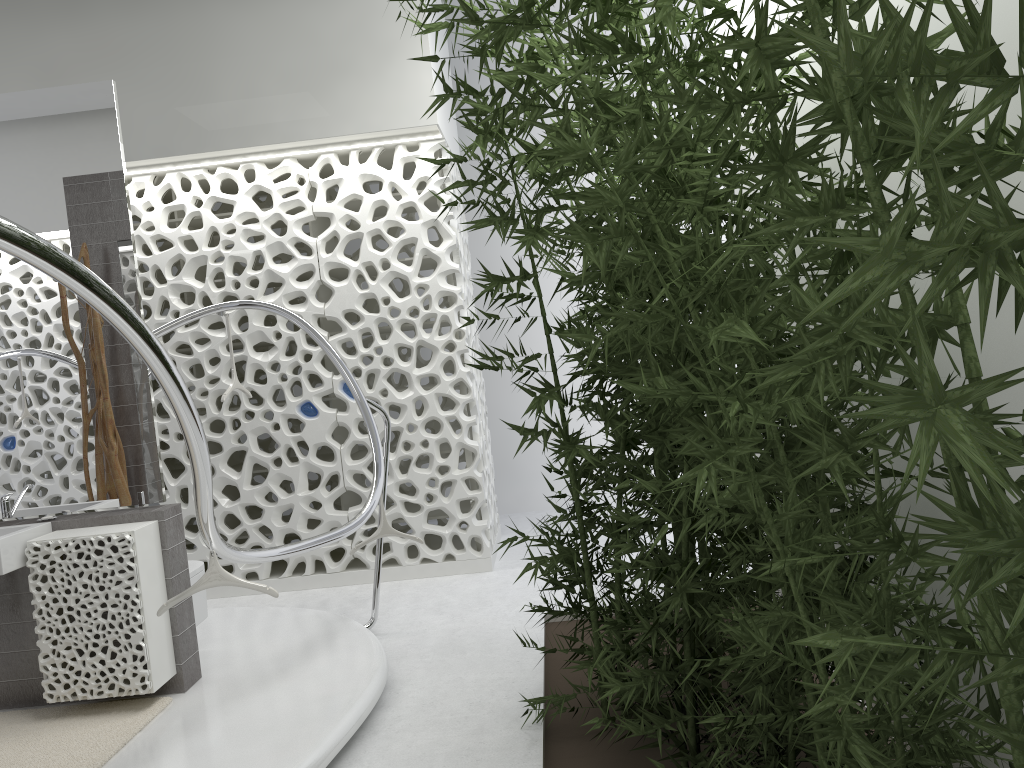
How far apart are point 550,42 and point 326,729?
2.7m

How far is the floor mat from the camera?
3.44m

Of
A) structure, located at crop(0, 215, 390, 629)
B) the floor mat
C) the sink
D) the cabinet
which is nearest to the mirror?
the cabinet

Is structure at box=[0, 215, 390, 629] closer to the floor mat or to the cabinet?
the cabinet

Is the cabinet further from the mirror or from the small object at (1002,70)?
the small object at (1002,70)

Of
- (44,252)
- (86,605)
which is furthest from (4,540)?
(44,252)

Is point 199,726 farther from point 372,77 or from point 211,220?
point 372,77

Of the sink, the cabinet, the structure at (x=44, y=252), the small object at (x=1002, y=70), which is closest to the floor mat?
the cabinet

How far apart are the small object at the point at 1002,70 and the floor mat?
1.8m

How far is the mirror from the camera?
4.1 meters
